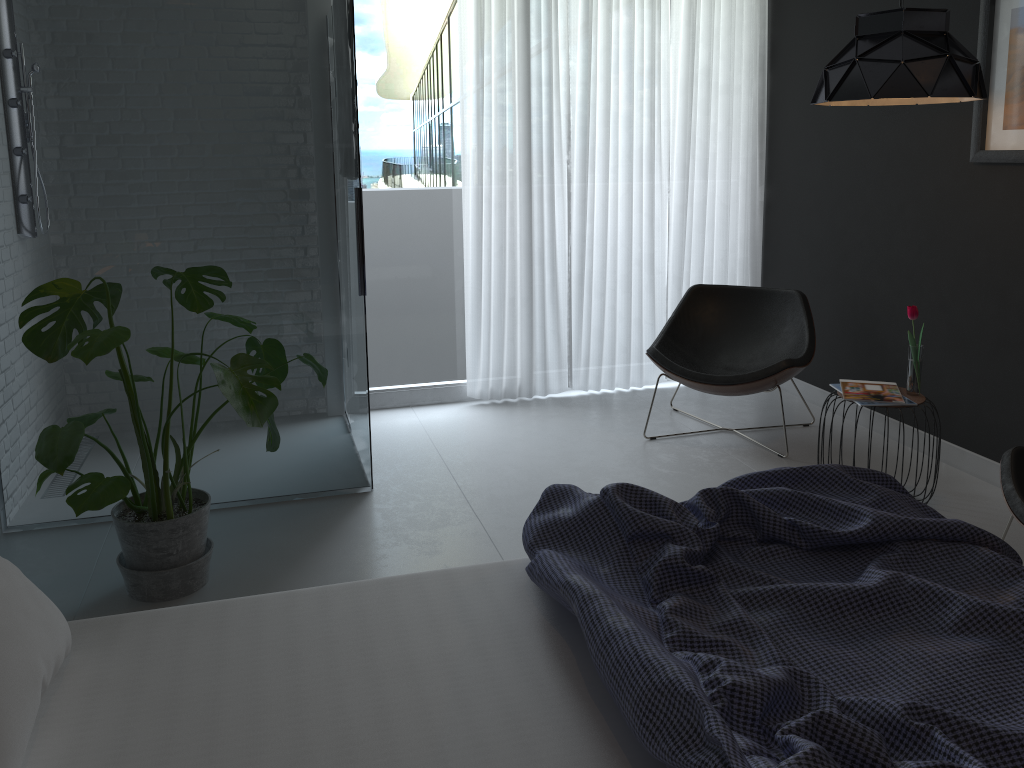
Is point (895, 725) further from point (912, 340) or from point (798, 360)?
point (798, 360)

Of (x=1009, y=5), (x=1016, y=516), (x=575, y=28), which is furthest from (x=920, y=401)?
(x=575, y=28)

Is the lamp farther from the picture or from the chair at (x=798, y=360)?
the chair at (x=798, y=360)

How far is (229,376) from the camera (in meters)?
2.53

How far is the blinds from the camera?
4.7 meters

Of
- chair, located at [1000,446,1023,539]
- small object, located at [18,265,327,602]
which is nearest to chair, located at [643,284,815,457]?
chair, located at [1000,446,1023,539]

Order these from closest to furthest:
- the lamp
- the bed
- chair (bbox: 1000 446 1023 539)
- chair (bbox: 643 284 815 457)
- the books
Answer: the bed → chair (bbox: 1000 446 1023 539) → the lamp → the books → chair (bbox: 643 284 815 457)

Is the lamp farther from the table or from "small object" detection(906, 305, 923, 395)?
the table

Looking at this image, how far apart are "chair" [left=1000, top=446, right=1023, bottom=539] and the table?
0.62m

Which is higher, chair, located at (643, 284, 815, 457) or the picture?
the picture
